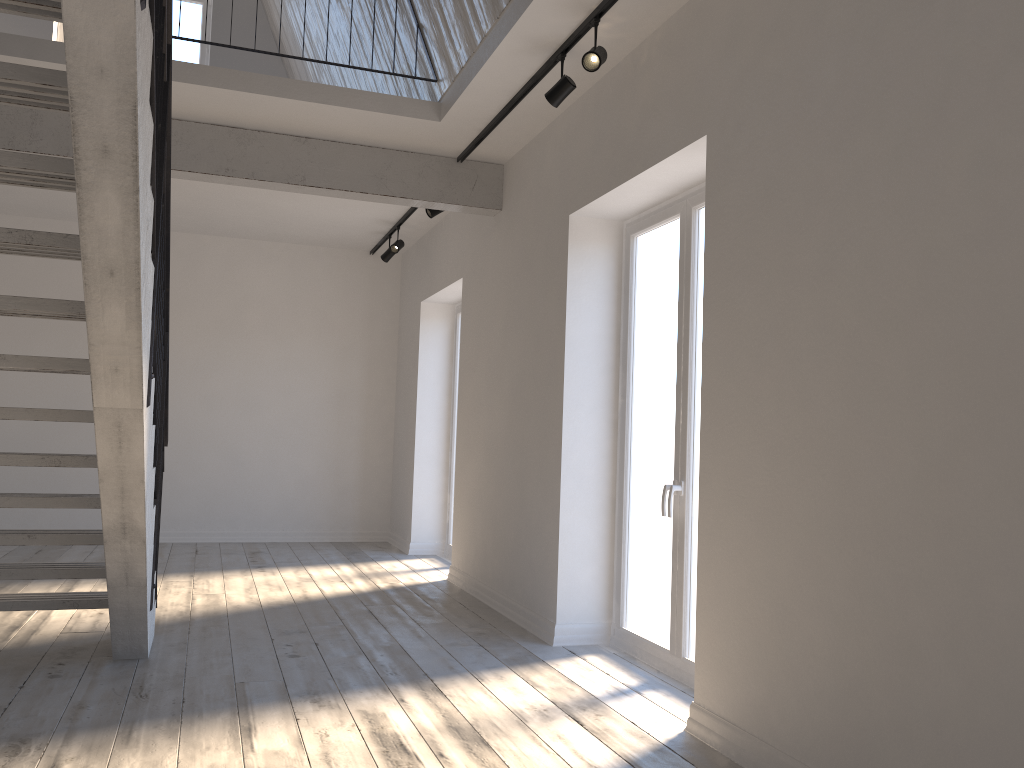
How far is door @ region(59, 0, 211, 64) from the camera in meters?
8.9

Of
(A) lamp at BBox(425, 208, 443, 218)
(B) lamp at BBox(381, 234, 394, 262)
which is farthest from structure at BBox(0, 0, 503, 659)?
(B) lamp at BBox(381, 234, 394, 262)

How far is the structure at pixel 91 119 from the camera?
2.2 meters

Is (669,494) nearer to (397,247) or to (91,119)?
(91,119)

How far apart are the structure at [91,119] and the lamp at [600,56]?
1.68m

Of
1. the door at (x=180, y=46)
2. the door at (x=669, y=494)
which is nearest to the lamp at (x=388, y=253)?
the door at (x=180, y=46)

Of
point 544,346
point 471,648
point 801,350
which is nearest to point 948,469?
point 801,350

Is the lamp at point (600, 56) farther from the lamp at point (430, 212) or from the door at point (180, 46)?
the door at point (180, 46)

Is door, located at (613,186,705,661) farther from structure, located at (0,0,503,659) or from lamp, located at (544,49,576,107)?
structure, located at (0,0,503,659)

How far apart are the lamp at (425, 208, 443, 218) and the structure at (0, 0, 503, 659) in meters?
0.5 m
